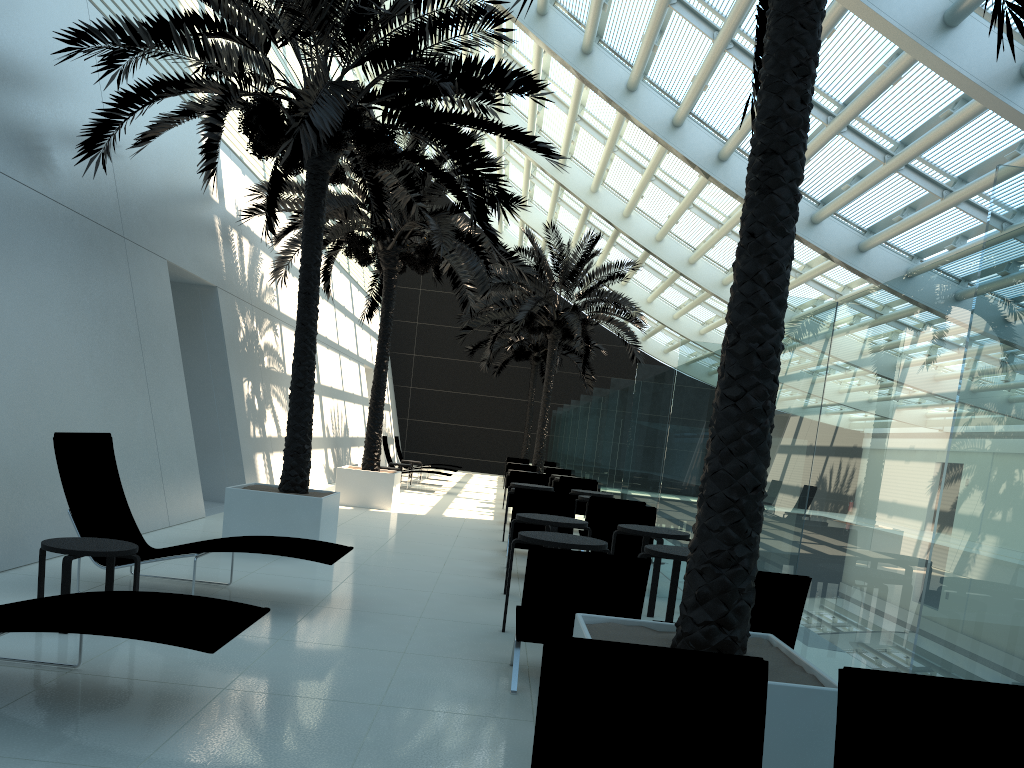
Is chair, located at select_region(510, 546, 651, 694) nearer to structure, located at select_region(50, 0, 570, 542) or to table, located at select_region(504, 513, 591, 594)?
table, located at select_region(504, 513, 591, 594)

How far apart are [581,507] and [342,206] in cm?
650

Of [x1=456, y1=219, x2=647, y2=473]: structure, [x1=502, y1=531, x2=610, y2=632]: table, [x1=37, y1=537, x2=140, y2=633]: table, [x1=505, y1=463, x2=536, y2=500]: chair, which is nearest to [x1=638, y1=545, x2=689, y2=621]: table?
[x1=502, y1=531, x2=610, y2=632]: table

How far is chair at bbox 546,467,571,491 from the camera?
21.1m

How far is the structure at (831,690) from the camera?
3.3m

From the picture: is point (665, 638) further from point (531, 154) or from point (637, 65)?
point (531, 154)

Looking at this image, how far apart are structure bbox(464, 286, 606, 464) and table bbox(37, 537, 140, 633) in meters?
23.4

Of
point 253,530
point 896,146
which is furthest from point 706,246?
point 253,530

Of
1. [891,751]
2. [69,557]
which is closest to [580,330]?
[69,557]

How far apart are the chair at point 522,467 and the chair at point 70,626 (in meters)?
16.78
